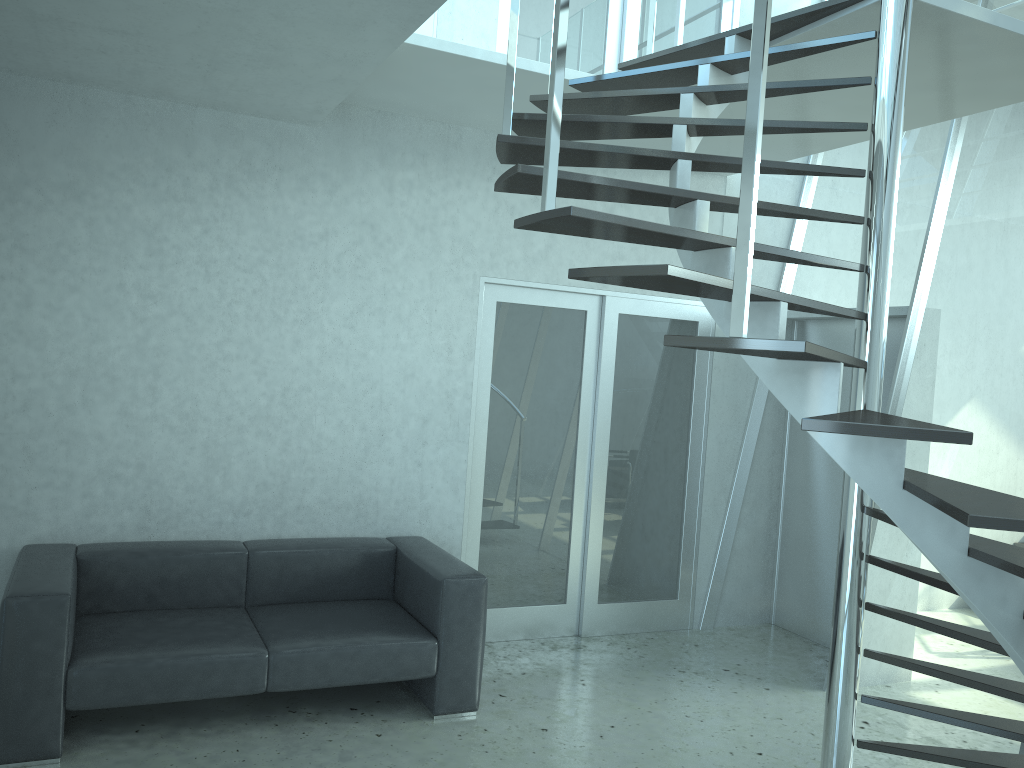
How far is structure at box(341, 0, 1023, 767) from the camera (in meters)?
2.09

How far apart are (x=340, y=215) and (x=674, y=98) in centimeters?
208cm

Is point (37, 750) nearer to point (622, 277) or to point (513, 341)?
point (622, 277)

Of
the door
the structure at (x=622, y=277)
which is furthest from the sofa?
the structure at (x=622, y=277)

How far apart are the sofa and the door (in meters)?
0.45

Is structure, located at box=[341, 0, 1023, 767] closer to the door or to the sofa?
the door

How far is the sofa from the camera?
3.35m

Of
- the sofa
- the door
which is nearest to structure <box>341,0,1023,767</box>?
the door

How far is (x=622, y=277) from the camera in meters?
2.1 m

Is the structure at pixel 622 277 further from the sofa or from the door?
the sofa
